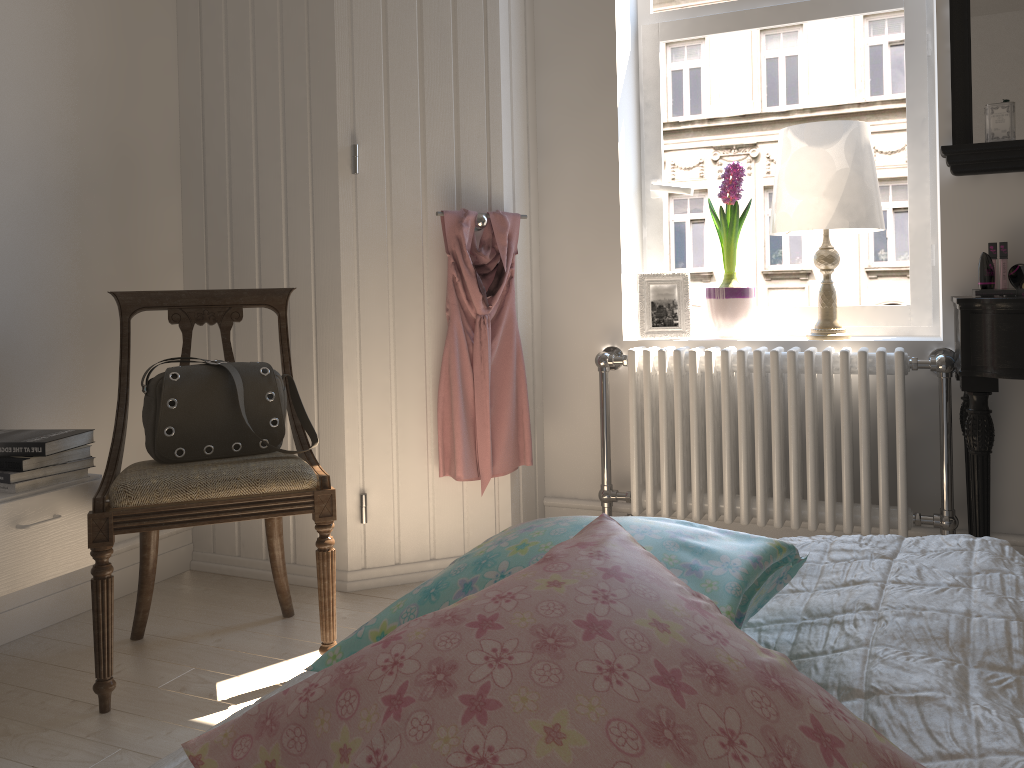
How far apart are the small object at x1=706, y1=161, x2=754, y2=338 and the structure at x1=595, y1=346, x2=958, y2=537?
0.13m

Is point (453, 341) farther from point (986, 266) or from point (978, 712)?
point (978, 712)

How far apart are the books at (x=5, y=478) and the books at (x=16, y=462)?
0.0m

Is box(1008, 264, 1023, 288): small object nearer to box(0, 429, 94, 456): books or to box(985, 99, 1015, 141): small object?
box(985, 99, 1015, 141): small object

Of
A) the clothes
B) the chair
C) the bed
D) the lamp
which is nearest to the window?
the lamp

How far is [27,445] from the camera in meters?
2.0

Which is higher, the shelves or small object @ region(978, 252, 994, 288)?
small object @ region(978, 252, 994, 288)

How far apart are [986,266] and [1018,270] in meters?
0.1

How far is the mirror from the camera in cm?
238

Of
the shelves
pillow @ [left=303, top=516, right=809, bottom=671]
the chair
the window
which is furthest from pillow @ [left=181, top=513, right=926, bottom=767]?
the window
